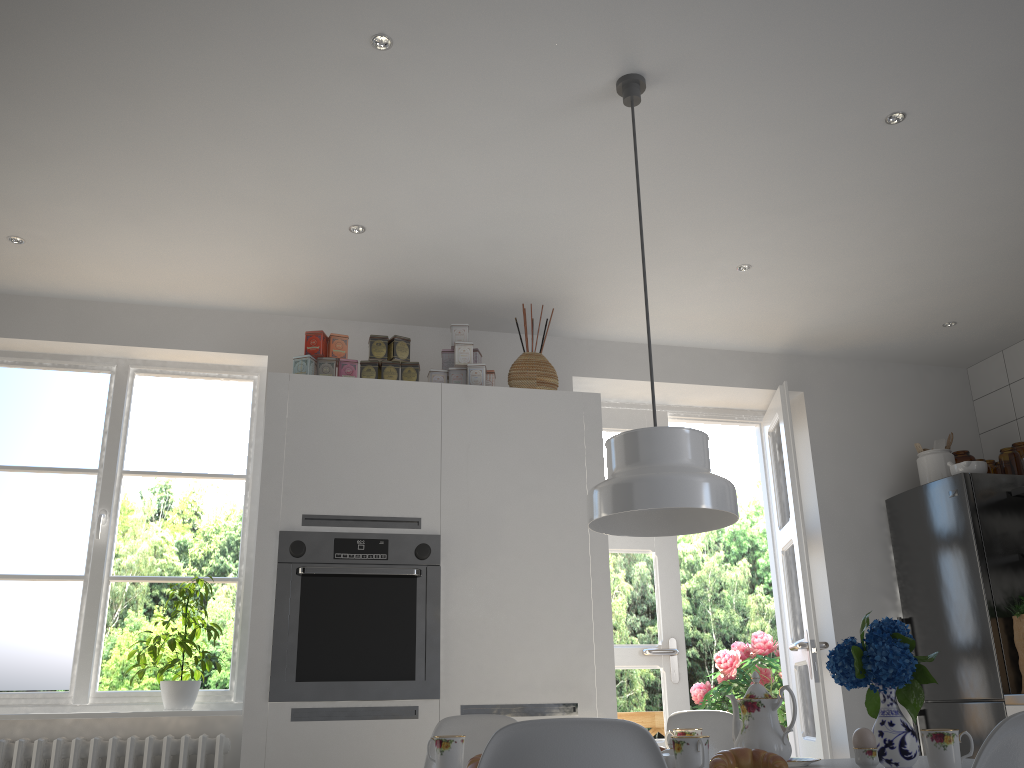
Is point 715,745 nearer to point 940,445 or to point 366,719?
point 366,719

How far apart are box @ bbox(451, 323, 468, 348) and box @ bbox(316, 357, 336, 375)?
0.5m

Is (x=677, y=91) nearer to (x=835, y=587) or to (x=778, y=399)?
(x=778, y=399)

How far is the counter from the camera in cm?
360

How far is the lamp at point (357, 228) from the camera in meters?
3.4 m

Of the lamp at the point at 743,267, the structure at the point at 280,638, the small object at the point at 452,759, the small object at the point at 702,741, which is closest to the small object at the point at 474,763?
the small object at the point at 452,759

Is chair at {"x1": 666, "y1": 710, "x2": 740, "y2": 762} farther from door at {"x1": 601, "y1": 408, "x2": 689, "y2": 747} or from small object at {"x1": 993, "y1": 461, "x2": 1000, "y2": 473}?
small object at {"x1": 993, "y1": 461, "x2": 1000, "y2": 473}

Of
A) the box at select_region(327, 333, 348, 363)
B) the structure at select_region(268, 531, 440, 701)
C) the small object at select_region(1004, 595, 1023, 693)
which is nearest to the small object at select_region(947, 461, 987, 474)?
the small object at select_region(1004, 595, 1023, 693)

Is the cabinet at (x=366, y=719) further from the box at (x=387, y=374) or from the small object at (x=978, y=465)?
the small object at (x=978, y=465)

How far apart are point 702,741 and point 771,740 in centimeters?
37cm
